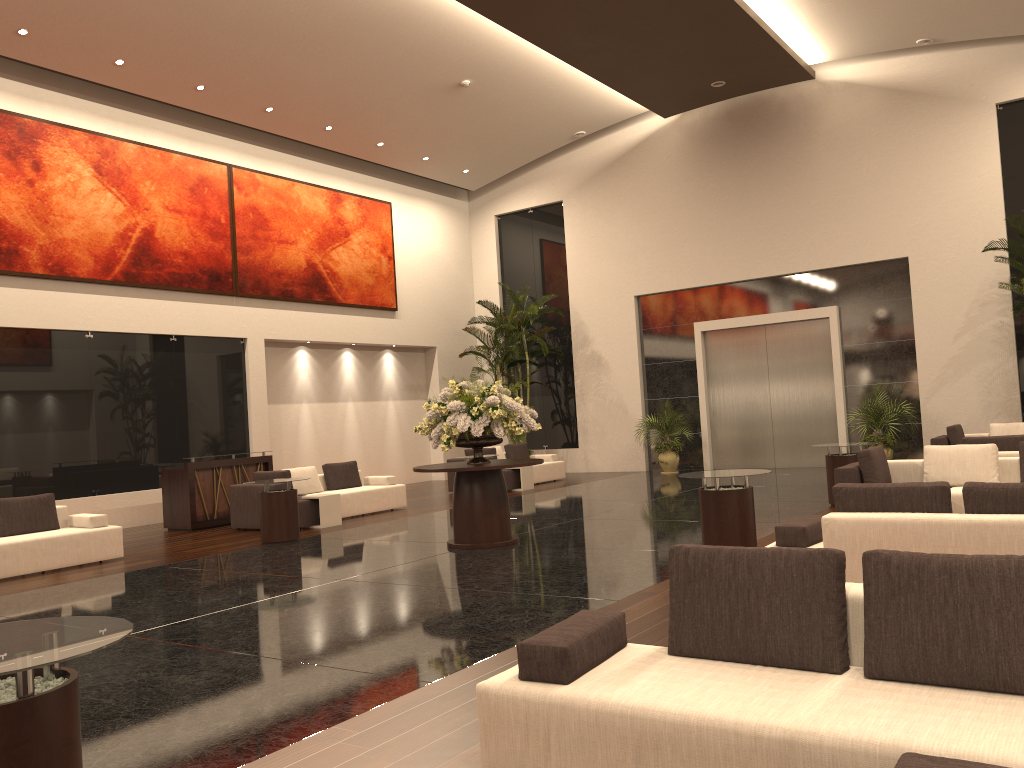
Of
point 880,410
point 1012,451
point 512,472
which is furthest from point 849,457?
point 512,472

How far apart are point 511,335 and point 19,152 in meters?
10.3

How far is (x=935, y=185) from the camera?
16.8m

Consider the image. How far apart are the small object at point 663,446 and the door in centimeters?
94cm

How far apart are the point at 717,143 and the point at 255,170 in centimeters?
973cm

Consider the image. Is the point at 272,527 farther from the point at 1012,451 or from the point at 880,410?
the point at 880,410

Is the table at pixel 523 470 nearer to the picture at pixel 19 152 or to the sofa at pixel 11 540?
the picture at pixel 19 152

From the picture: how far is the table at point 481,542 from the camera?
9.87m

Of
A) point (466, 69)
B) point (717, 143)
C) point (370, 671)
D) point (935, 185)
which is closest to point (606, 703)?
point (370, 671)

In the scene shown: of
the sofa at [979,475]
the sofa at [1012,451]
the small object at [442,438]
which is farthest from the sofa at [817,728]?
the sofa at [1012,451]
